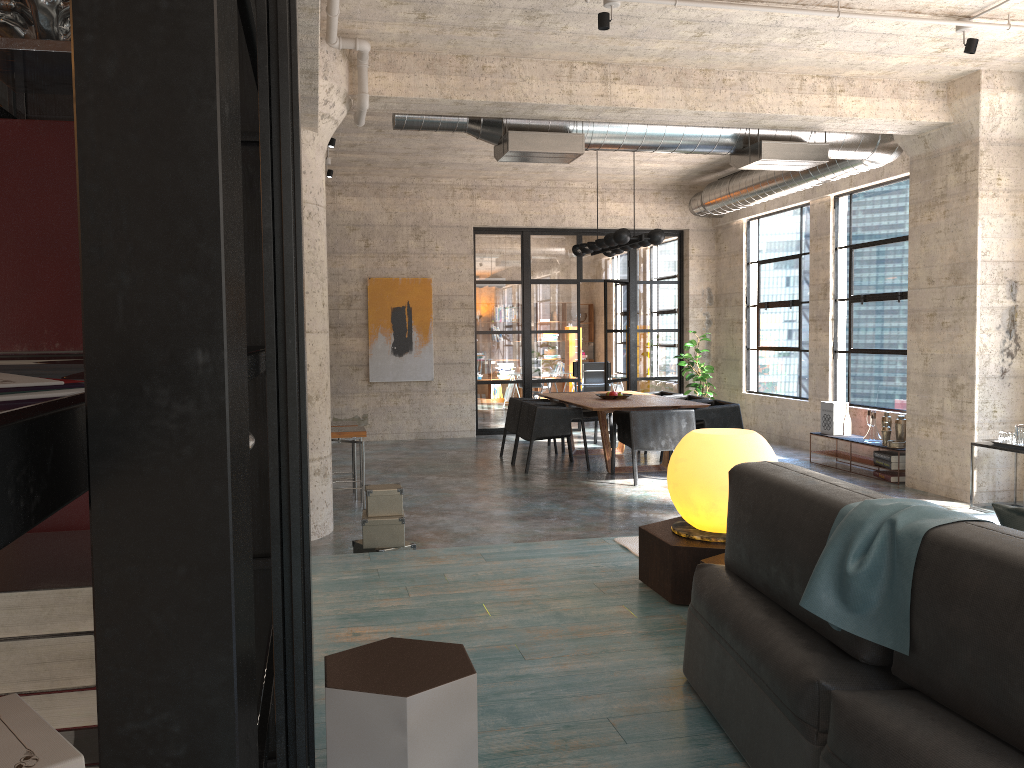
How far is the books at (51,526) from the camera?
1.6m

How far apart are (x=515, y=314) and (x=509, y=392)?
1.2 meters

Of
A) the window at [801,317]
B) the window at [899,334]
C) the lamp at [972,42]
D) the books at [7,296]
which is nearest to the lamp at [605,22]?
the lamp at [972,42]

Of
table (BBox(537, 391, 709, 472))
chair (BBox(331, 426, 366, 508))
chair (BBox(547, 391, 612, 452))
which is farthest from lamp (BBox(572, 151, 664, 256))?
chair (BBox(331, 426, 366, 508))

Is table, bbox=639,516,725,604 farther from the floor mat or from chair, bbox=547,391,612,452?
chair, bbox=547,391,612,452

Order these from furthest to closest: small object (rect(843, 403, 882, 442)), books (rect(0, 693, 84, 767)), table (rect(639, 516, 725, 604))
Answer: small object (rect(843, 403, 882, 442))
table (rect(639, 516, 725, 604))
books (rect(0, 693, 84, 767))

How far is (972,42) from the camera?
6.07m

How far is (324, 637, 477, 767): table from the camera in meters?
1.8 m

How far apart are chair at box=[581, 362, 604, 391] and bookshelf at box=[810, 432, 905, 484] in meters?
5.9

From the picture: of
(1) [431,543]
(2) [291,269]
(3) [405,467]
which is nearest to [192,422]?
(2) [291,269]
